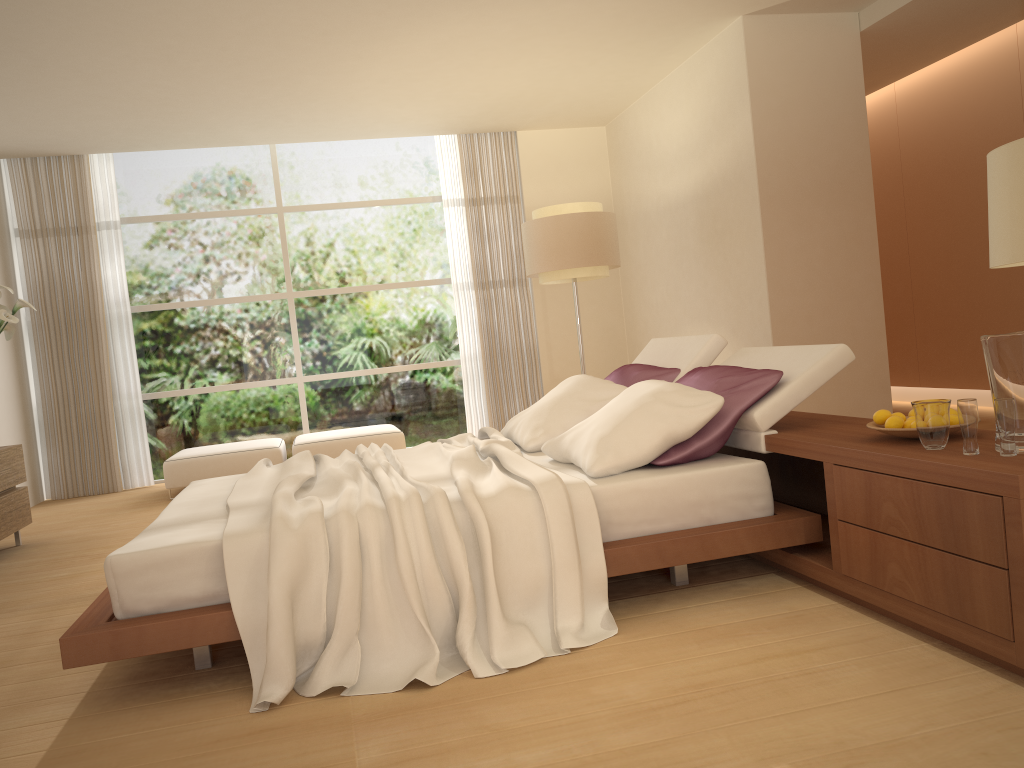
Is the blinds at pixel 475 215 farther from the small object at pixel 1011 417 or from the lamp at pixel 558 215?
the small object at pixel 1011 417

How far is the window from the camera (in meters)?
8.54

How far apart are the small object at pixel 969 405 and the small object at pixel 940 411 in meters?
0.1

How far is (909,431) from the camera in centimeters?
275cm

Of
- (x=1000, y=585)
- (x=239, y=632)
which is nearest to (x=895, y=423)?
(x=1000, y=585)

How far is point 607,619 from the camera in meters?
3.0

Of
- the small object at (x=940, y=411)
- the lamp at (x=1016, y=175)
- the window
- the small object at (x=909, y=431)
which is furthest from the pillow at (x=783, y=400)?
the window

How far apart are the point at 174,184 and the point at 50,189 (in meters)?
1.07

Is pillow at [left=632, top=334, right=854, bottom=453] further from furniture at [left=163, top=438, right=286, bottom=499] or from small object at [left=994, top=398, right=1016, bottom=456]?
furniture at [left=163, top=438, right=286, bottom=499]

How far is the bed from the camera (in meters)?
2.72
